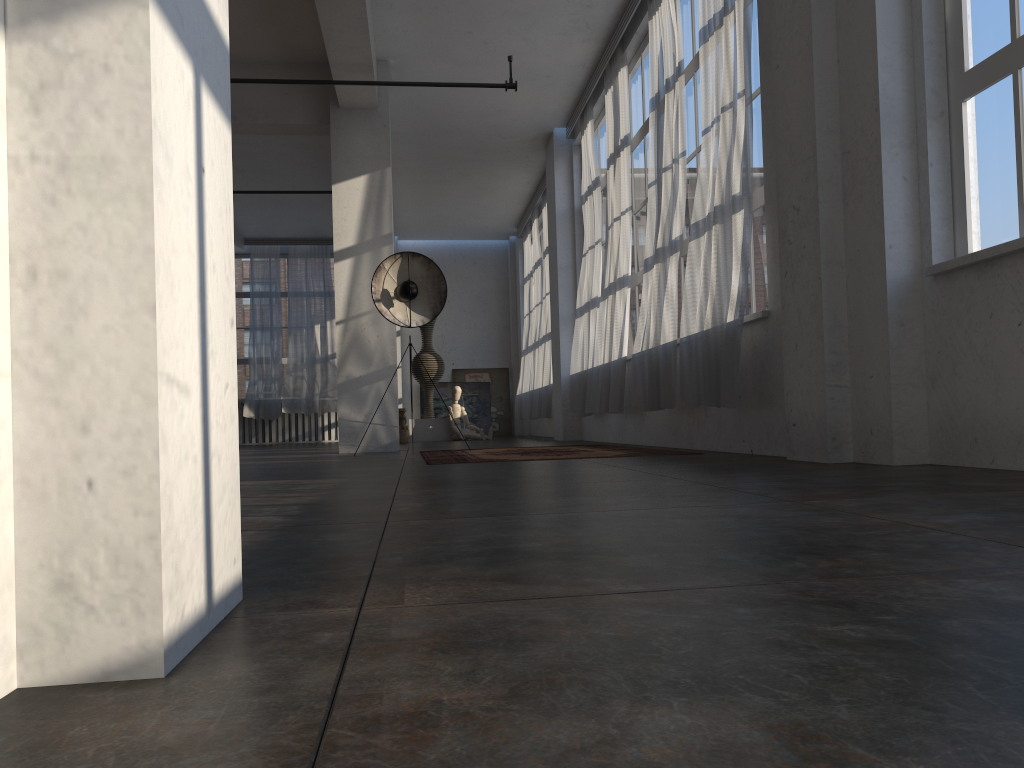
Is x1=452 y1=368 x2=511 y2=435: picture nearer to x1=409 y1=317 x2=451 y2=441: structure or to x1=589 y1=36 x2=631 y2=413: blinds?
x1=409 y1=317 x2=451 y2=441: structure

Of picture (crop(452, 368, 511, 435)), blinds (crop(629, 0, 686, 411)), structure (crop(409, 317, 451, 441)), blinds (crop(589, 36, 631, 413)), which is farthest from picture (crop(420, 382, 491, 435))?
blinds (crop(629, 0, 686, 411))

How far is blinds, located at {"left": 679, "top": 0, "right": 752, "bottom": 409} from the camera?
5.3m

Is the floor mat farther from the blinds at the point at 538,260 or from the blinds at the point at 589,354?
the blinds at the point at 538,260

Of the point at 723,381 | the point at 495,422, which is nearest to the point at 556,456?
the point at 723,381

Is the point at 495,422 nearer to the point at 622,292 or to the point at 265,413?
the point at 265,413

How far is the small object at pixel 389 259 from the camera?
8.47m

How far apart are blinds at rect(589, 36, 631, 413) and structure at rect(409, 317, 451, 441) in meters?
A: 5.6 m

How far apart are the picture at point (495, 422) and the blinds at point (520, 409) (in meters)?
1.74

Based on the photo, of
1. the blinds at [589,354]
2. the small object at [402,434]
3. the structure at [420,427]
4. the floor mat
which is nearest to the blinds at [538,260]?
the structure at [420,427]
